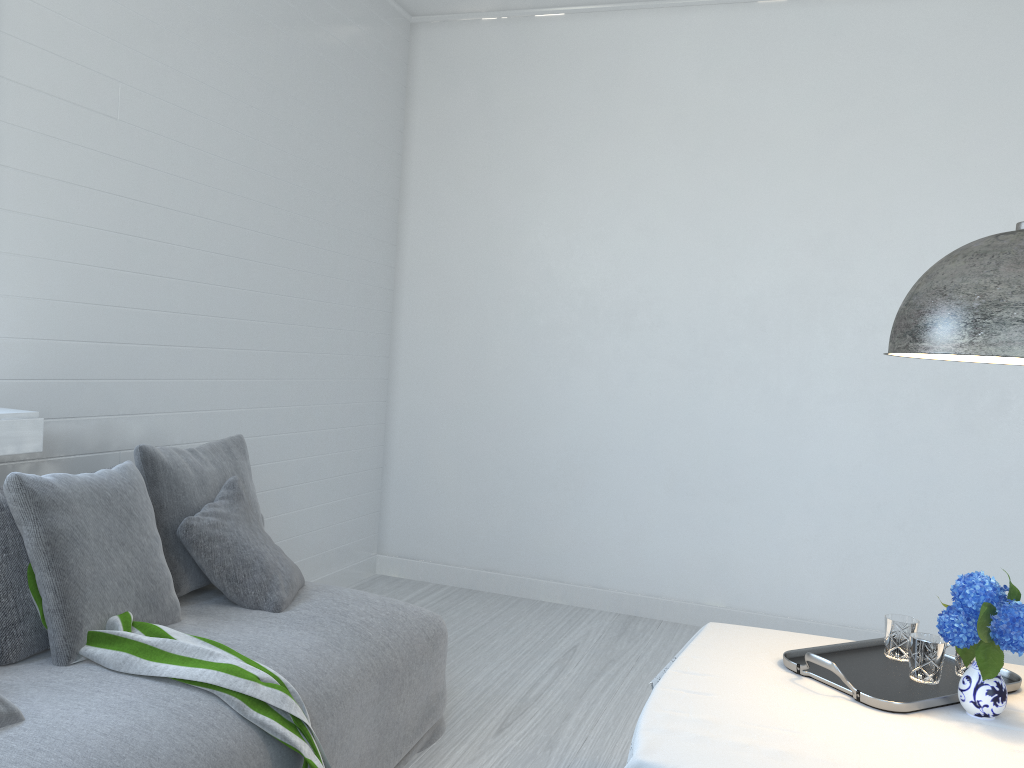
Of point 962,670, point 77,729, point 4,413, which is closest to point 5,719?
point 77,729

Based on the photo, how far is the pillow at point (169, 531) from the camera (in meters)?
3.27

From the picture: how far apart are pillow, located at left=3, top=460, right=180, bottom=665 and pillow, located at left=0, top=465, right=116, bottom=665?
0.07m

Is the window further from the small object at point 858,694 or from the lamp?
the lamp

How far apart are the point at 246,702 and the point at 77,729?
0.4m

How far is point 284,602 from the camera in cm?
323

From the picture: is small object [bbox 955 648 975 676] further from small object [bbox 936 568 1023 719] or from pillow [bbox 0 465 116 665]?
pillow [bbox 0 465 116 665]

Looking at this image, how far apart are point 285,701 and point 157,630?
0.51m

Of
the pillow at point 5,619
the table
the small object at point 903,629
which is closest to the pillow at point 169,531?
the pillow at point 5,619

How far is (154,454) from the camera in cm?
330
